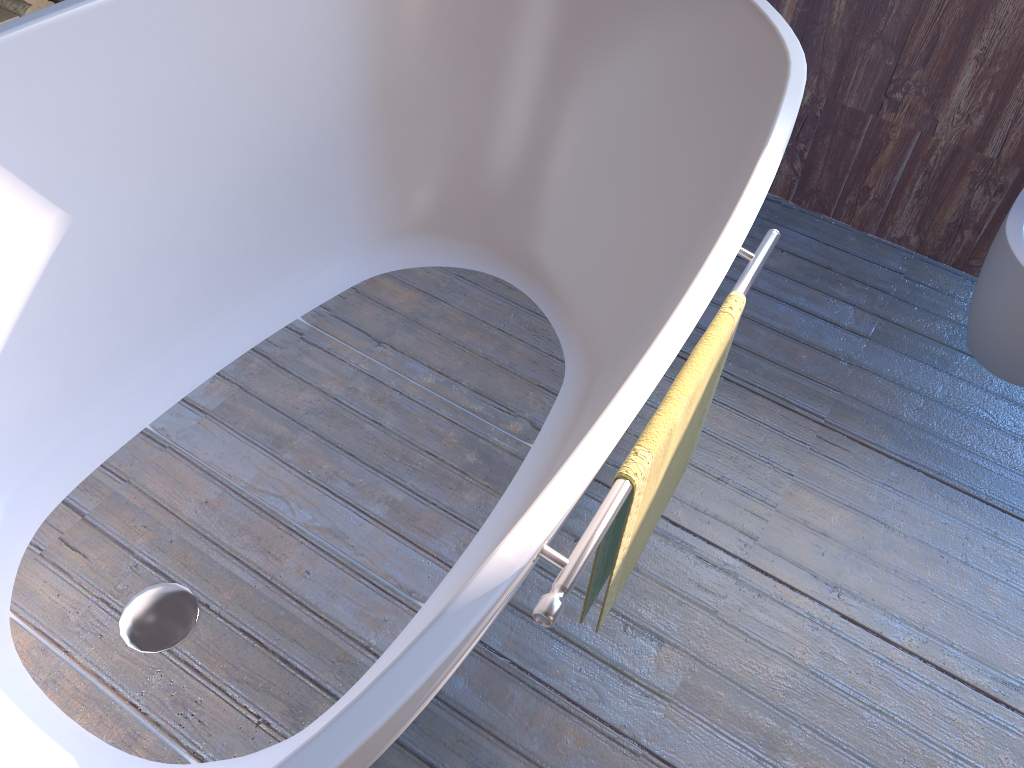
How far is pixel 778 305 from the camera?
2.0m

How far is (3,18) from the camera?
2.47m

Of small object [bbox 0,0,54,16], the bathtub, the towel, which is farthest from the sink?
small object [bbox 0,0,54,16]

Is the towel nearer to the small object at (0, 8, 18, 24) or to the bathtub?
the bathtub

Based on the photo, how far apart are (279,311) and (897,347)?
1.4m

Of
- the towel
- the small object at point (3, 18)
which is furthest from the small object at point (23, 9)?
the towel

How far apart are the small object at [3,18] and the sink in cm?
257

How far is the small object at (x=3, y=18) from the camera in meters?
2.5

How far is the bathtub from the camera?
1.2m

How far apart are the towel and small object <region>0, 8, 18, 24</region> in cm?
230
